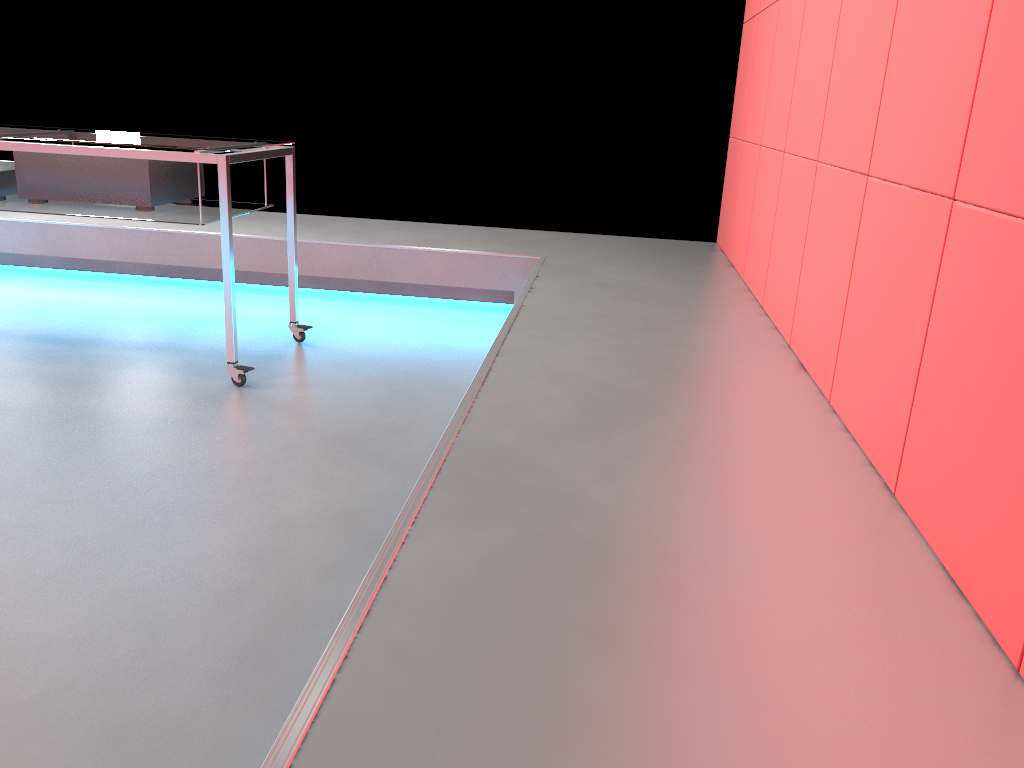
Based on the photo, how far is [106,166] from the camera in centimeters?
267cm

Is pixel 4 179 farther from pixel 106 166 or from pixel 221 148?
pixel 221 148

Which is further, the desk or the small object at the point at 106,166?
the small object at the point at 106,166

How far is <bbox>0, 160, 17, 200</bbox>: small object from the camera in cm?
275

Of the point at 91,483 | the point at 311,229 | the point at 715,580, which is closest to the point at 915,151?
the point at 715,580

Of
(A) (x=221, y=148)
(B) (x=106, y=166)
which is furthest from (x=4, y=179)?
(A) (x=221, y=148)

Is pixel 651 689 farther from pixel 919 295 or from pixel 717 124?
pixel 717 124

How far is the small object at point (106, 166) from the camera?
2.7m

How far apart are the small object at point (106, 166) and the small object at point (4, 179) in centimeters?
7cm

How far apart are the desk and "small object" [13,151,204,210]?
0.0m
